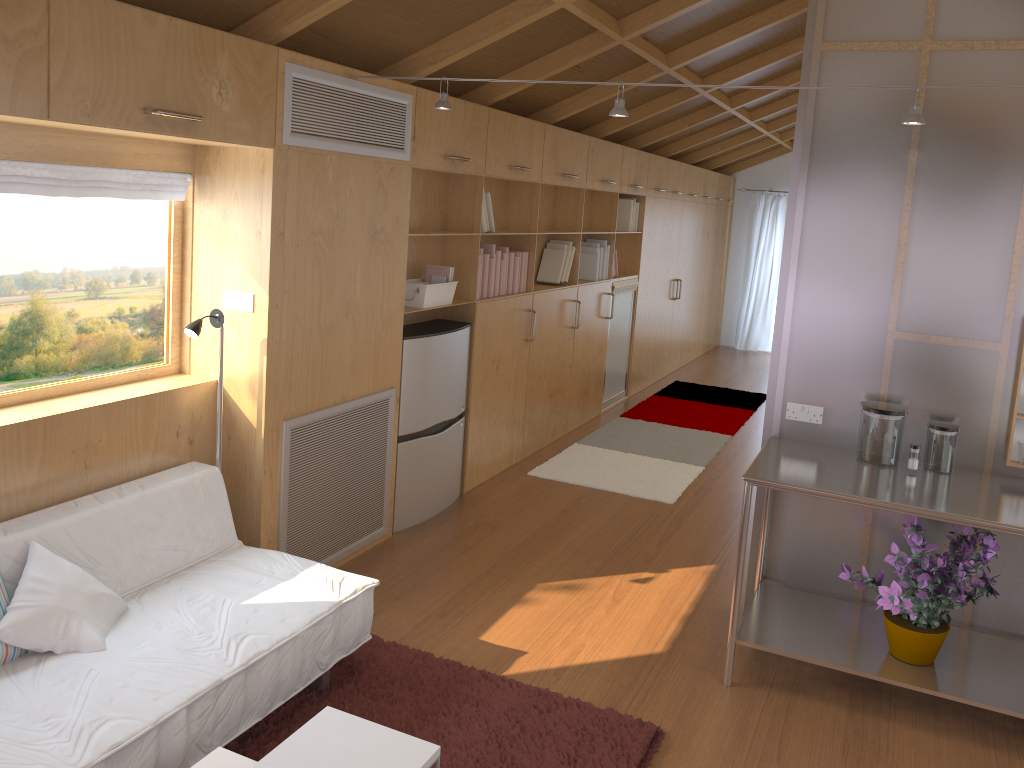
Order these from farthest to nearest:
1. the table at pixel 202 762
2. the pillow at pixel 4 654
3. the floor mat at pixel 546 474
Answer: the floor mat at pixel 546 474 < the pillow at pixel 4 654 < the table at pixel 202 762

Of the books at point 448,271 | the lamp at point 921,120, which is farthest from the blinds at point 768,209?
the lamp at point 921,120

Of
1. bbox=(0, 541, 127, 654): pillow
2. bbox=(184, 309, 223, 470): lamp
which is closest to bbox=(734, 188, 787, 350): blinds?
bbox=(184, 309, 223, 470): lamp

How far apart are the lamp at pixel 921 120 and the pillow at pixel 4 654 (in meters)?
2.18

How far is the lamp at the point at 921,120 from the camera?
2.7 meters

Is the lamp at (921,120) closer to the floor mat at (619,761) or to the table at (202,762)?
the floor mat at (619,761)

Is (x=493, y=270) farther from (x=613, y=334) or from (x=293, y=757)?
(x=293, y=757)

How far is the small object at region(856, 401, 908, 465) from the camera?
3.3m

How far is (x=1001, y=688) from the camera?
3.0m

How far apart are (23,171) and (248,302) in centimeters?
87cm
